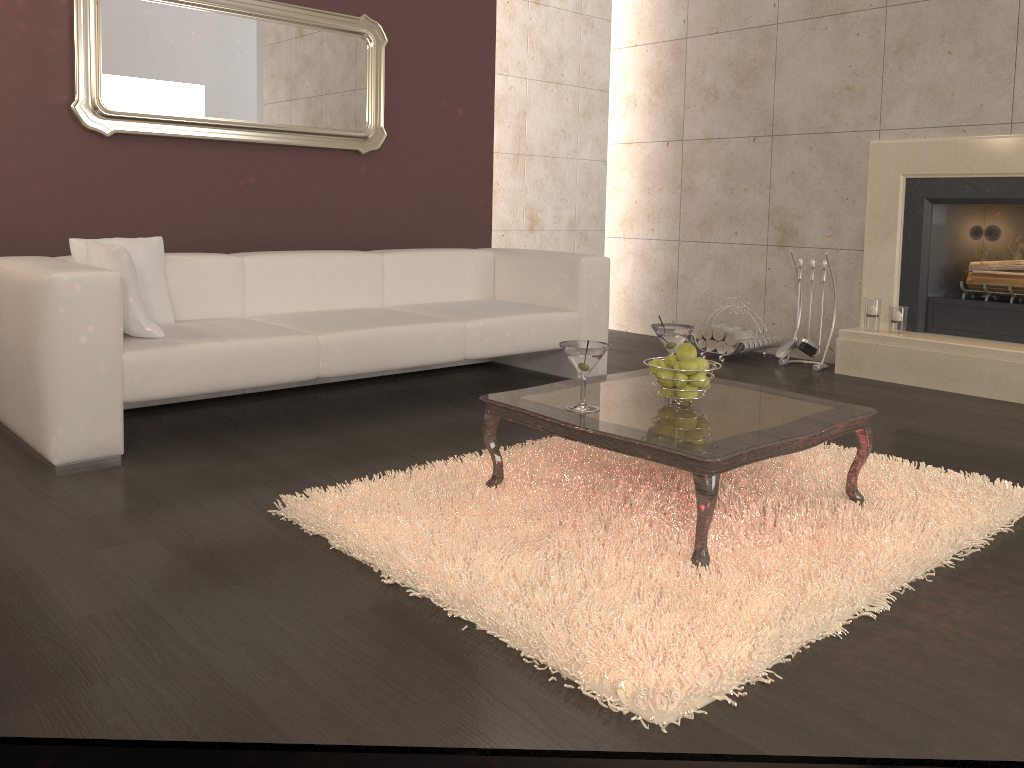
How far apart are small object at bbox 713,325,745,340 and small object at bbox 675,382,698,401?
2.88m

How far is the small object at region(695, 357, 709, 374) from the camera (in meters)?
2.64

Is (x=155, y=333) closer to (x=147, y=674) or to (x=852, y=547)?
(x=147, y=674)

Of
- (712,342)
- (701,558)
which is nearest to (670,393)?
(701,558)

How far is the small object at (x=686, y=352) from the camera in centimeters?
264cm

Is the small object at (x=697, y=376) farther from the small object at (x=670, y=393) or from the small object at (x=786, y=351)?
the small object at (x=786, y=351)

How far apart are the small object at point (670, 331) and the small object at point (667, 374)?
0.3 meters

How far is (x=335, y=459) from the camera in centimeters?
317cm

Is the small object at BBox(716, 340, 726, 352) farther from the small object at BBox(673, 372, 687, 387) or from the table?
the small object at BBox(673, 372, 687, 387)

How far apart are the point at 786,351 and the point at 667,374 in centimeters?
290cm
